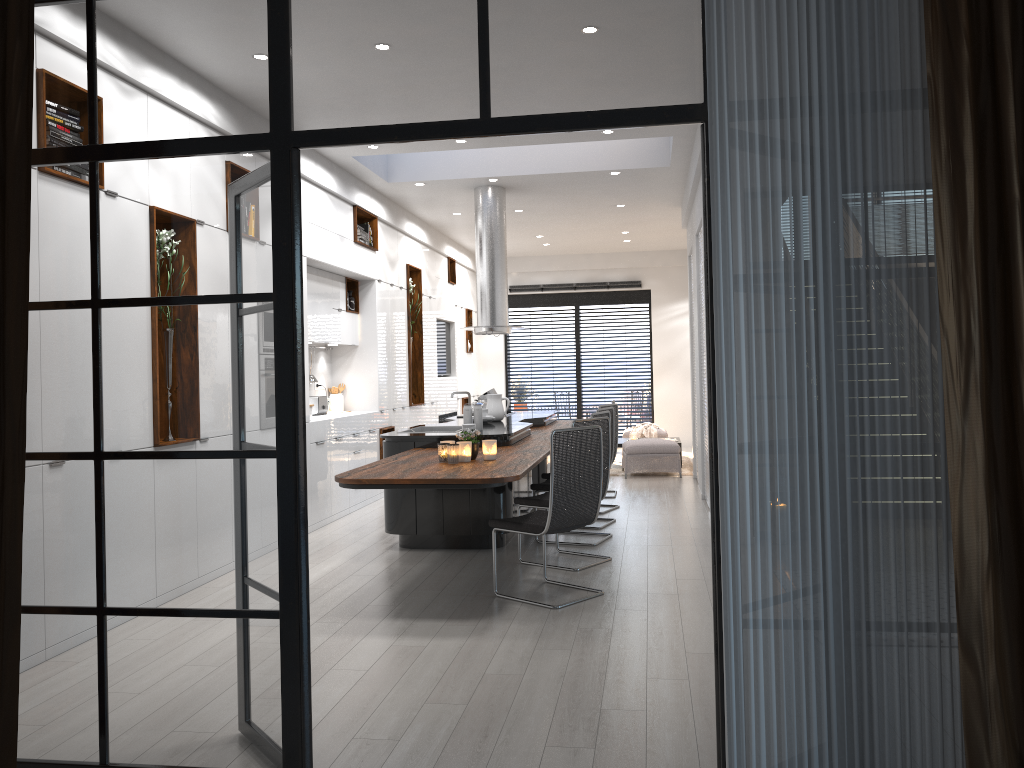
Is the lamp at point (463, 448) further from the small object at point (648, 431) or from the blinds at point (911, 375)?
the small object at point (648, 431)

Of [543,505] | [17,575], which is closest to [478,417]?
[543,505]

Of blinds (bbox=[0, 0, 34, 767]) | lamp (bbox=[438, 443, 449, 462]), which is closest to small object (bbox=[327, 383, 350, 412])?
lamp (bbox=[438, 443, 449, 462])

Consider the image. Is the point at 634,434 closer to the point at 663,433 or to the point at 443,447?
the point at 663,433

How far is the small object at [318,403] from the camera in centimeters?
890cm

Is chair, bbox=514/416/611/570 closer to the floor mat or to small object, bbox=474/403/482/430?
small object, bbox=474/403/482/430

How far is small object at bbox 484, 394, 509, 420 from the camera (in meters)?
8.34

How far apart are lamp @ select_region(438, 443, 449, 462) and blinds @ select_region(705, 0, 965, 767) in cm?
322

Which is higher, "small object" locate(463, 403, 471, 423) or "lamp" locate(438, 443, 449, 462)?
"small object" locate(463, 403, 471, 423)

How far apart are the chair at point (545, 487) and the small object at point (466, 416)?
0.8m
